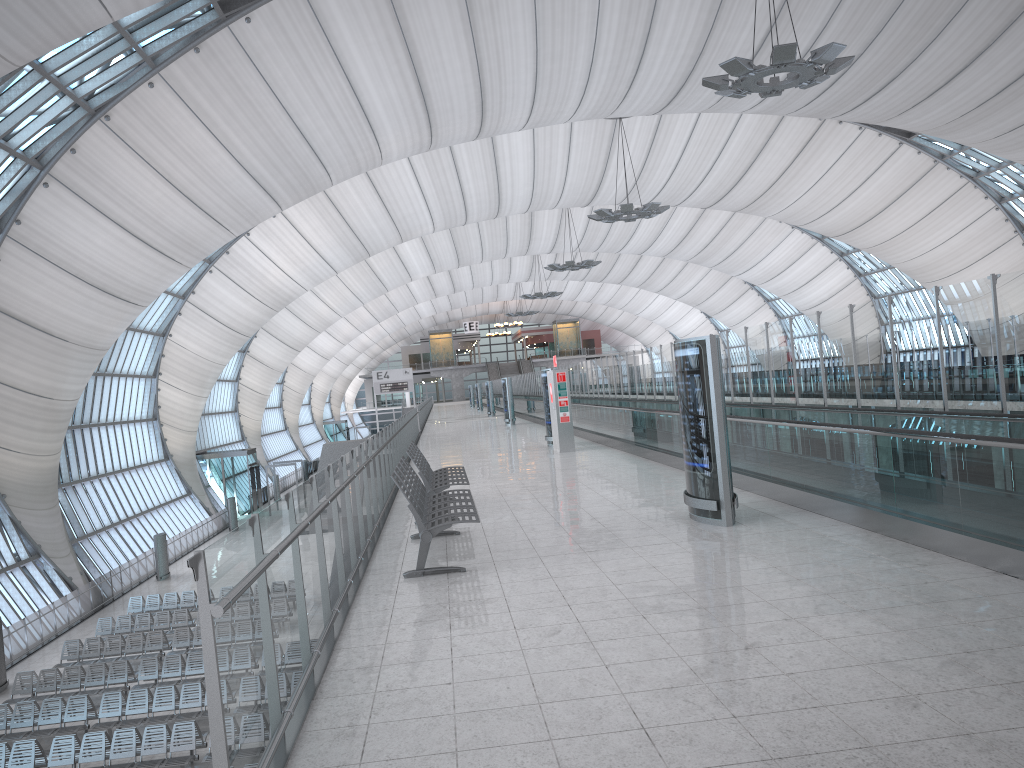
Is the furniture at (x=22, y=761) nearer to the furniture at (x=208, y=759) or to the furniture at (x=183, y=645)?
the furniture at (x=208, y=759)

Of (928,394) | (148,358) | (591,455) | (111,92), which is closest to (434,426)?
(148,358)

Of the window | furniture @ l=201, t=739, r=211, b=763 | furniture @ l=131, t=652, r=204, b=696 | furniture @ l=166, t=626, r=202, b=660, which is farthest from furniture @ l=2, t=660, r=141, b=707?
the window

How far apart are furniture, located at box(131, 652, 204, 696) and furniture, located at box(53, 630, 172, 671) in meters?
1.7

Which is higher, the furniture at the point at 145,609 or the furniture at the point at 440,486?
the furniture at the point at 440,486

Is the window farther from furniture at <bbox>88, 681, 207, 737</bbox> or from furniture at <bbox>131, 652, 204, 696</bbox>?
furniture at <bbox>88, 681, 207, 737</bbox>

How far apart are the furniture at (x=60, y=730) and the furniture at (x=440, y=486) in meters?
11.0

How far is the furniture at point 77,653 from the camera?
23.25m

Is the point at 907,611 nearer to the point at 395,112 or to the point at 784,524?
the point at 784,524

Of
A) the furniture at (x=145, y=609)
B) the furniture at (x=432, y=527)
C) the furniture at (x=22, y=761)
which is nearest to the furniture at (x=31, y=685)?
the furniture at (x=22, y=761)
